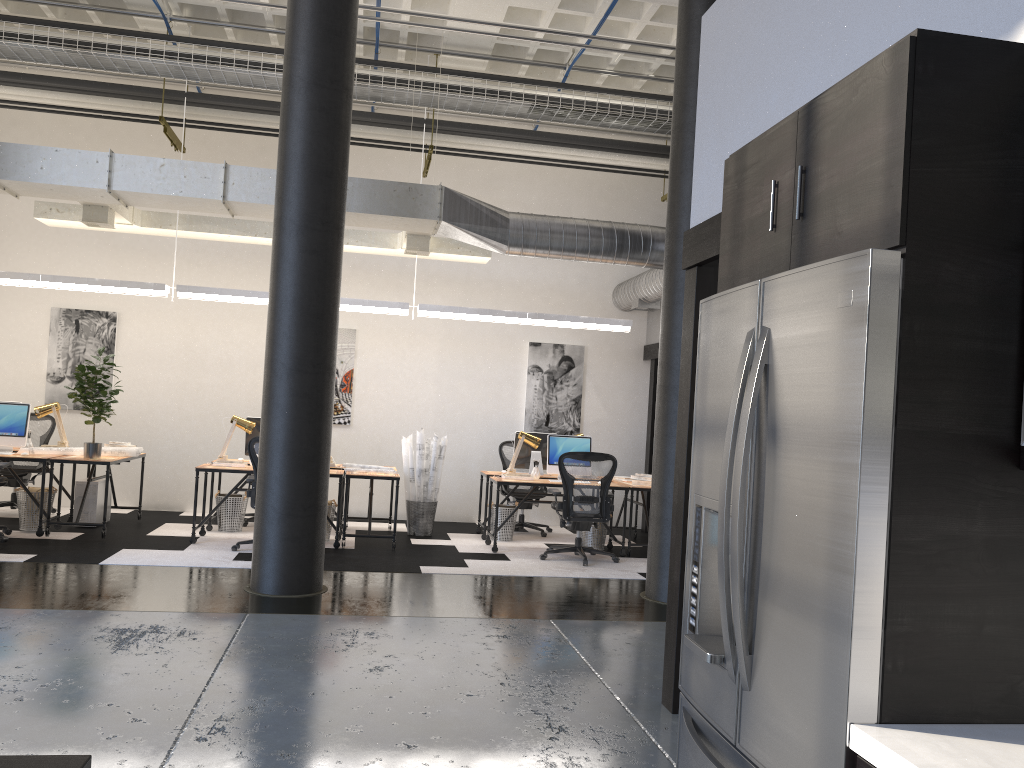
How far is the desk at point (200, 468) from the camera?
8.4m

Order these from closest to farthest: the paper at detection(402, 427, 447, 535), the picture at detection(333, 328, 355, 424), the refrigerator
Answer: the refrigerator, the paper at detection(402, 427, 447, 535), the picture at detection(333, 328, 355, 424)

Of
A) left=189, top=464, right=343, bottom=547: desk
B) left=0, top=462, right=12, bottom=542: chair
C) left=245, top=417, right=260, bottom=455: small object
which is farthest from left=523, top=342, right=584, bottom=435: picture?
left=0, top=462, right=12, bottom=542: chair

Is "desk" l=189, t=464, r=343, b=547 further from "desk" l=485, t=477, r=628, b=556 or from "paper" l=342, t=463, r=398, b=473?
"desk" l=485, t=477, r=628, b=556

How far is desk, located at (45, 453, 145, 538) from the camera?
8.17m

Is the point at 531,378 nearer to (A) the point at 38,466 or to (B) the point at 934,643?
(A) the point at 38,466

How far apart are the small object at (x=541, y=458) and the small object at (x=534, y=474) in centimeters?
42cm

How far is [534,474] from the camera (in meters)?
9.39

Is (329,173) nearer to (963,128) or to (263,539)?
(263,539)

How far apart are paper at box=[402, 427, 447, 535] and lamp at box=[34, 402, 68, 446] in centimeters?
348cm
